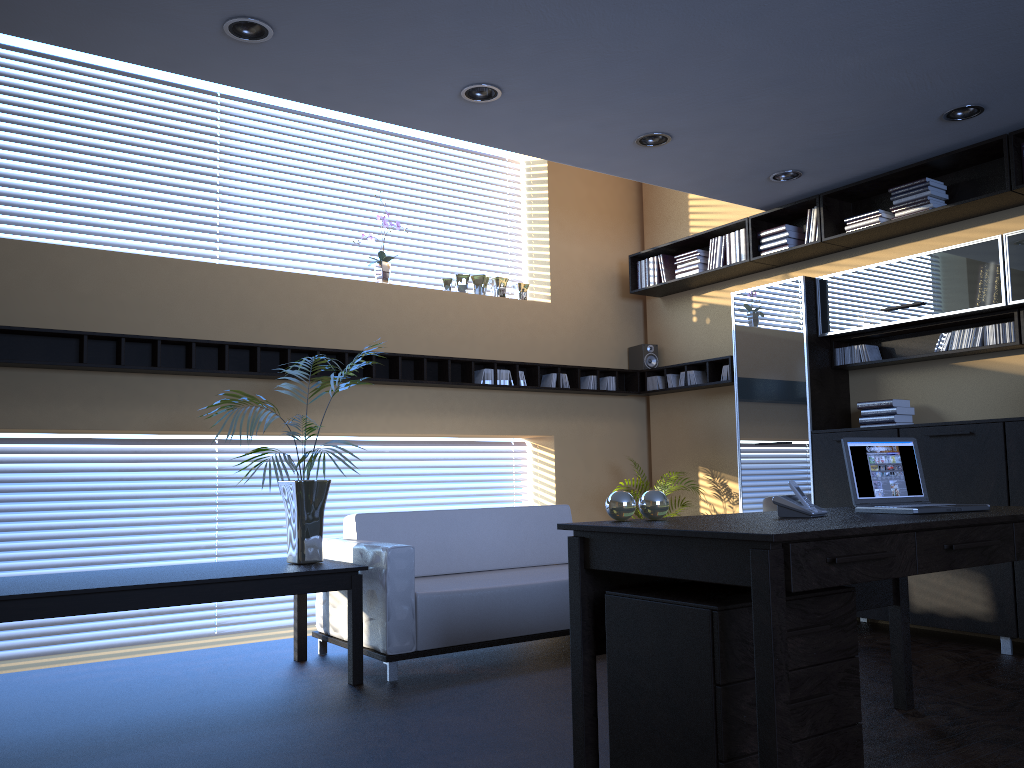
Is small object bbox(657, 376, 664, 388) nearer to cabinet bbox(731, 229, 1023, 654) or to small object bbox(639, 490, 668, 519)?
cabinet bbox(731, 229, 1023, 654)

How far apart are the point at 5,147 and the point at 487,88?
3.3m

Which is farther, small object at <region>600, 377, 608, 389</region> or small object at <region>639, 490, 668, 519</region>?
small object at <region>600, 377, 608, 389</region>

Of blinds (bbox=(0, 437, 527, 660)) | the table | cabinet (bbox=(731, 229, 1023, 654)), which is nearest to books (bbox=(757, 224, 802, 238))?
cabinet (bbox=(731, 229, 1023, 654))

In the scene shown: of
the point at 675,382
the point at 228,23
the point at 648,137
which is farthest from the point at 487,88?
the point at 675,382

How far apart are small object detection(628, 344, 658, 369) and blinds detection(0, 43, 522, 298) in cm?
341

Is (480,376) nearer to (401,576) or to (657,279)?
(657,279)

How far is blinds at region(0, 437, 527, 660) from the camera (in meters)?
5.50

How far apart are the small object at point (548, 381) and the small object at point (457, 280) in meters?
1.0 m

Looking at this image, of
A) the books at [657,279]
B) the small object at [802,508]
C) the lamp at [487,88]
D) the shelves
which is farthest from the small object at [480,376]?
the small object at [802,508]
